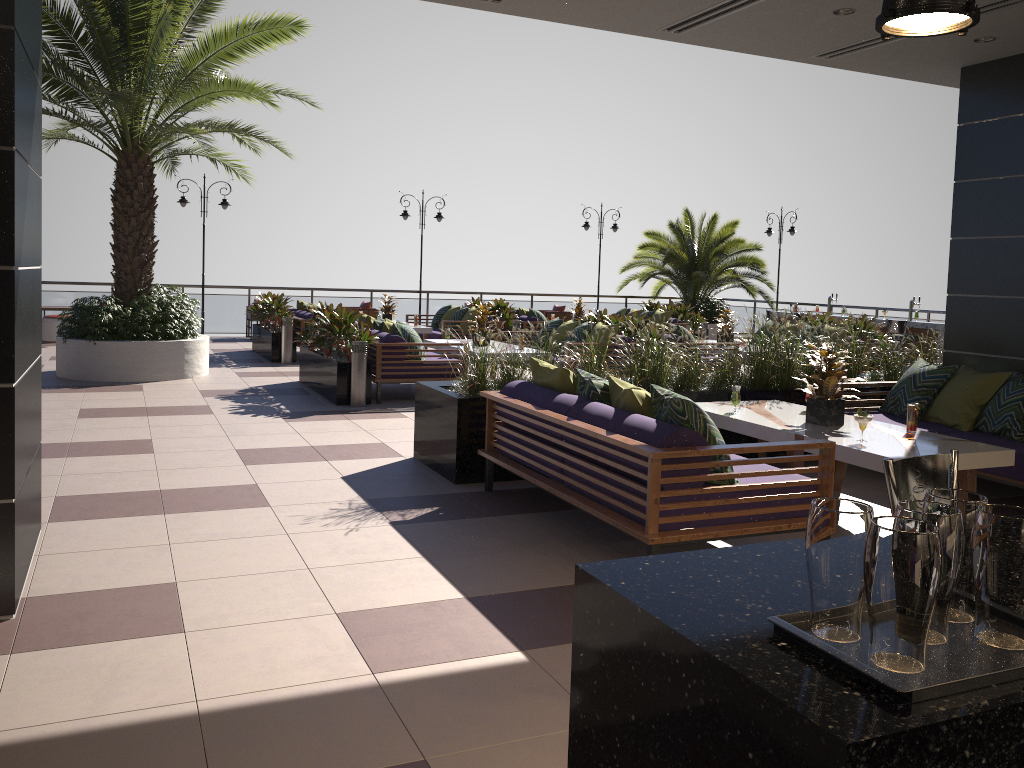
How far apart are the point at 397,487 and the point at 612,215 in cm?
1664

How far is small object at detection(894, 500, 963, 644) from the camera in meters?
1.4 m

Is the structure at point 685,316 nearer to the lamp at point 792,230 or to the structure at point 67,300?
the structure at point 67,300

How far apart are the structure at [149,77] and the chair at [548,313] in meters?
9.1

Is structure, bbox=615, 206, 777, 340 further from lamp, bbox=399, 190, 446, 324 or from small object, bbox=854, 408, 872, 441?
small object, bbox=854, 408, 872, 441

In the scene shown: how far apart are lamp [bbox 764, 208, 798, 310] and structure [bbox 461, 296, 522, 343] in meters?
8.4

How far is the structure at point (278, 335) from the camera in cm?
1362

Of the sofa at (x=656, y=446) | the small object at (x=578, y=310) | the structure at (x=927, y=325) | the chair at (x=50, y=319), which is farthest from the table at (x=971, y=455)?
the chair at (x=50, y=319)

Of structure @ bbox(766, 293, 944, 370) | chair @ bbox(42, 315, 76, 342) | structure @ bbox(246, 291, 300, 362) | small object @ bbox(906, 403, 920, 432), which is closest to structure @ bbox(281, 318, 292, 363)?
structure @ bbox(246, 291, 300, 362)

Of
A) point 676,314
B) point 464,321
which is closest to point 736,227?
point 676,314
